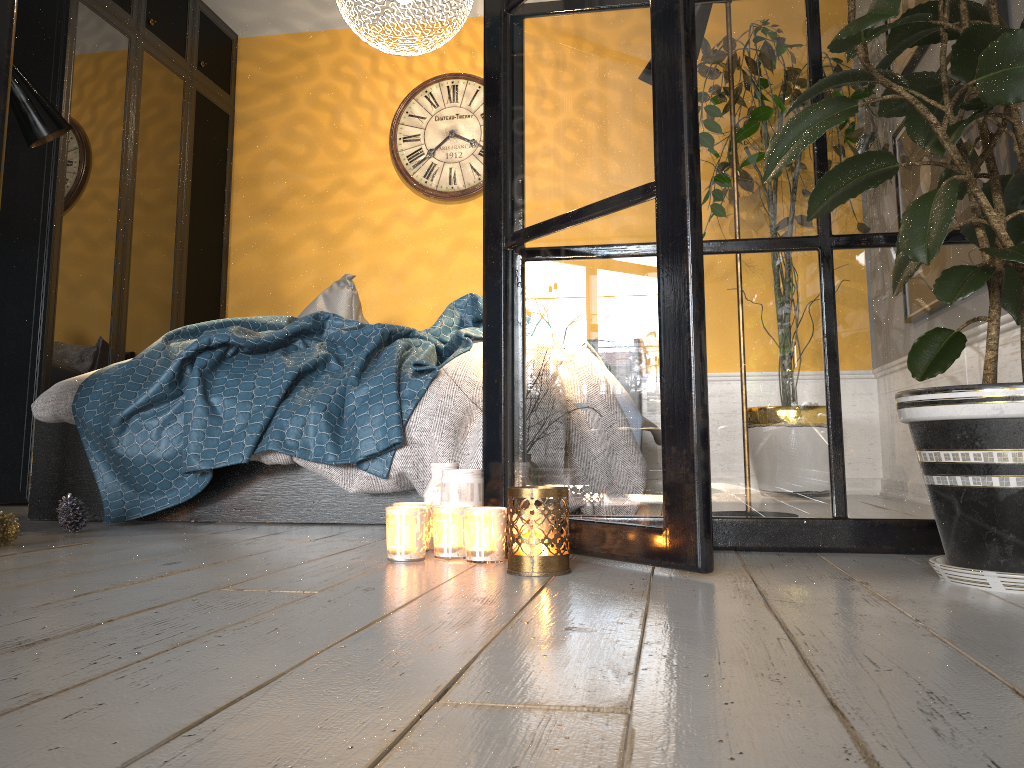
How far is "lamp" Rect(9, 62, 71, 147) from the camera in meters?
2.7

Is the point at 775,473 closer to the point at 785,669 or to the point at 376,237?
the point at 785,669

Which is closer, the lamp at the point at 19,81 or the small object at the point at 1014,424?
the small object at the point at 1014,424

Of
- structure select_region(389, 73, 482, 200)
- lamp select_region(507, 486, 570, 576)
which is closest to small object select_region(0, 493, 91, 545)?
lamp select_region(507, 486, 570, 576)

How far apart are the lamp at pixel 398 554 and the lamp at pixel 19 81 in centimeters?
193cm

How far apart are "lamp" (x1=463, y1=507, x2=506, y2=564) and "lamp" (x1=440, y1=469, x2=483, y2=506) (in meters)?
0.15

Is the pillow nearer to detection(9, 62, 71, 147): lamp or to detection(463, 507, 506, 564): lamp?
detection(9, 62, 71, 147): lamp

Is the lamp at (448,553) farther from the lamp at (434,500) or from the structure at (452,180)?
the structure at (452,180)

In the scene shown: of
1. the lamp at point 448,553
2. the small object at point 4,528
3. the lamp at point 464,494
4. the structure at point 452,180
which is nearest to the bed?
the small object at point 4,528

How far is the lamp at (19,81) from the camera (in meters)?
2.75
